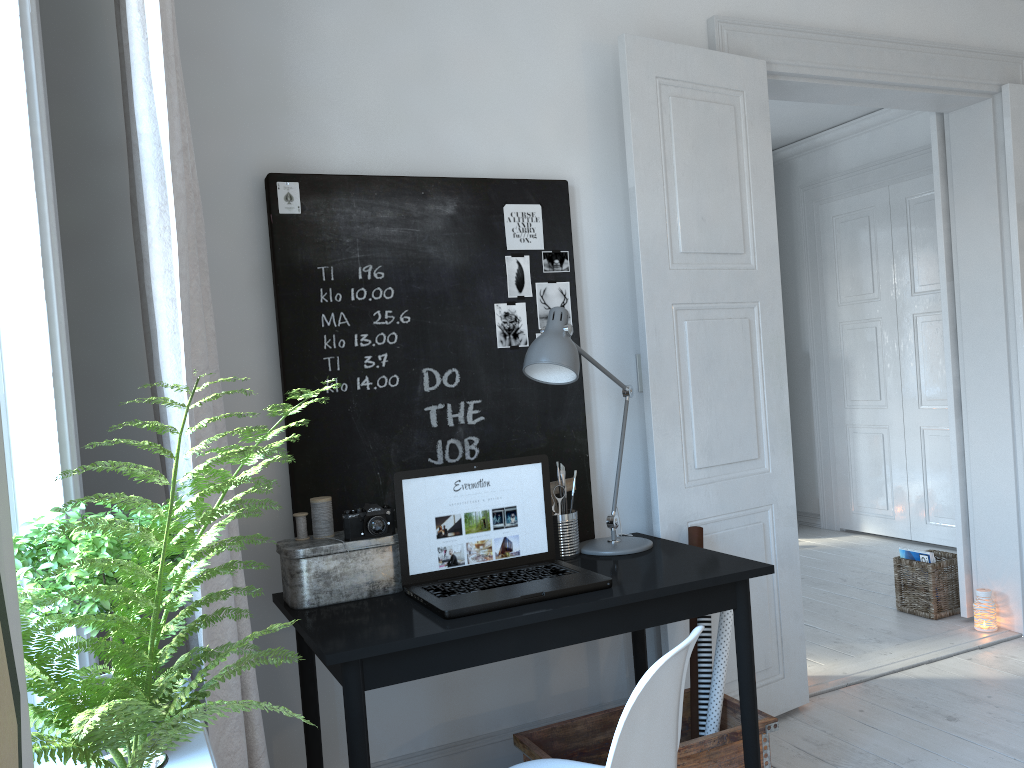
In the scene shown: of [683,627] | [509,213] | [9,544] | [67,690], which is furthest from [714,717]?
[9,544]

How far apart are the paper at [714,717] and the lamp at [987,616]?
1.88m

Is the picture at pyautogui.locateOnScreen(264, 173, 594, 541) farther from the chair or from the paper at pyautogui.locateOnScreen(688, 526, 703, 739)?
the chair

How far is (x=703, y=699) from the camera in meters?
2.6

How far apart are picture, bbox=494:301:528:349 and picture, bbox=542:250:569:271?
0.2 meters

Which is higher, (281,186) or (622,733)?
(281,186)

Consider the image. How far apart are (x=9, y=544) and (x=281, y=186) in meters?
2.1 m

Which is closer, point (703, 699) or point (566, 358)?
point (566, 358)

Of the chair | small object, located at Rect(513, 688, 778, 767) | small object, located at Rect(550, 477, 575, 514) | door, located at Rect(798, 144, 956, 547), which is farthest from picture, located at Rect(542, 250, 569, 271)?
door, located at Rect(798, 144, 956, 547)

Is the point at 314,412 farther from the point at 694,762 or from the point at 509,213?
Result: the point at 694,762
